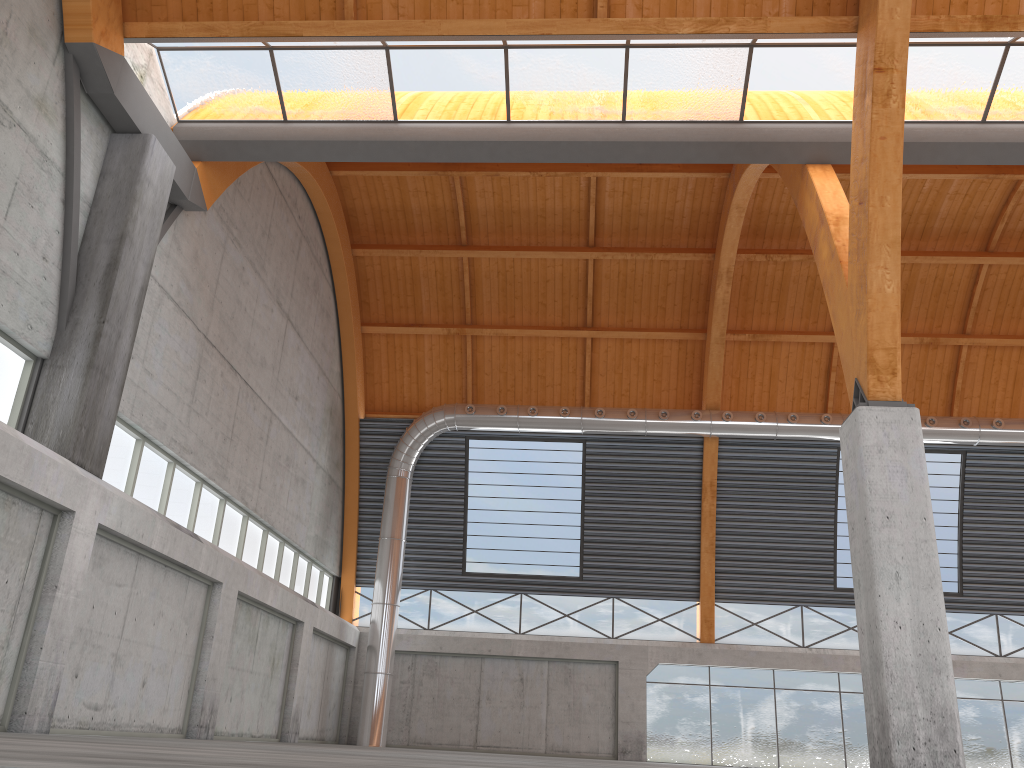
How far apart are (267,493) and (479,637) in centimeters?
1340cm
